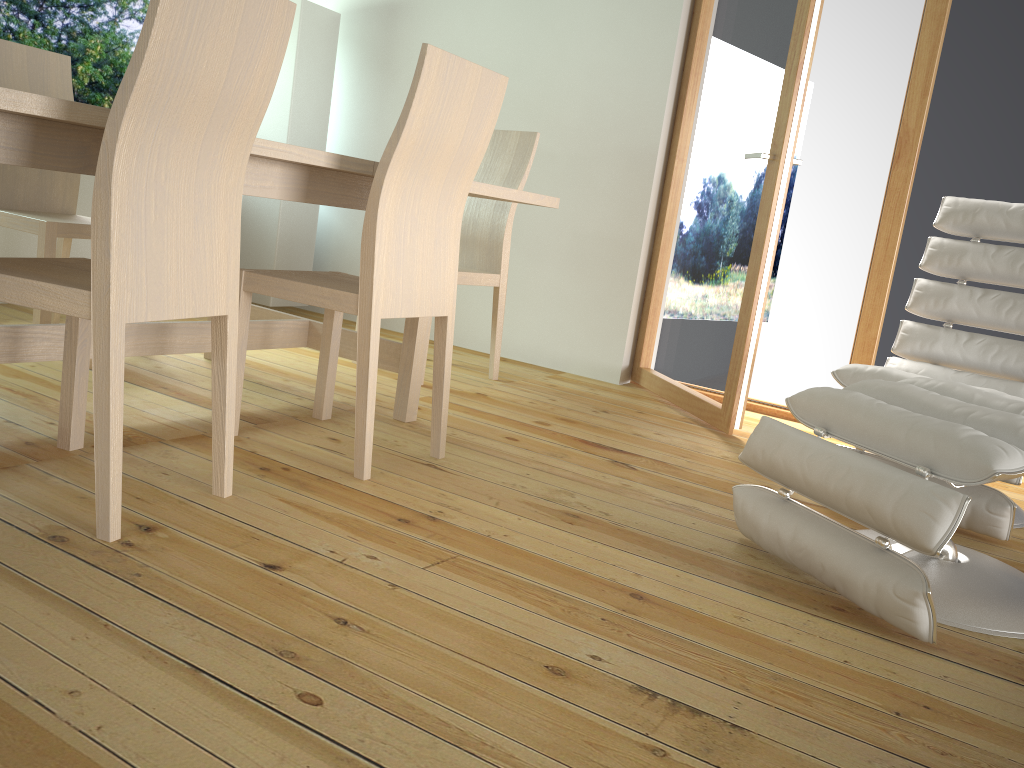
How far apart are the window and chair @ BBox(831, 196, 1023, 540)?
3.70m

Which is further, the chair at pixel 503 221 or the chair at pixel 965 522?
the chair at pixel 503 221

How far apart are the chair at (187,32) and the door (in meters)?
1.87

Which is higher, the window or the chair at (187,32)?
the window

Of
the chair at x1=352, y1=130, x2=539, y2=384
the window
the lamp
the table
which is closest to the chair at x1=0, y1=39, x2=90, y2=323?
the table

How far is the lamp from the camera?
4.29m

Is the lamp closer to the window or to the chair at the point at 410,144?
the window

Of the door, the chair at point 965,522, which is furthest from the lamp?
the chair at point 965,522

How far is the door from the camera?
3.1 meters

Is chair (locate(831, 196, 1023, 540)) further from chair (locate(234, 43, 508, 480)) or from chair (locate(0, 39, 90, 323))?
chair (locate(0, 39, 90, 323))
